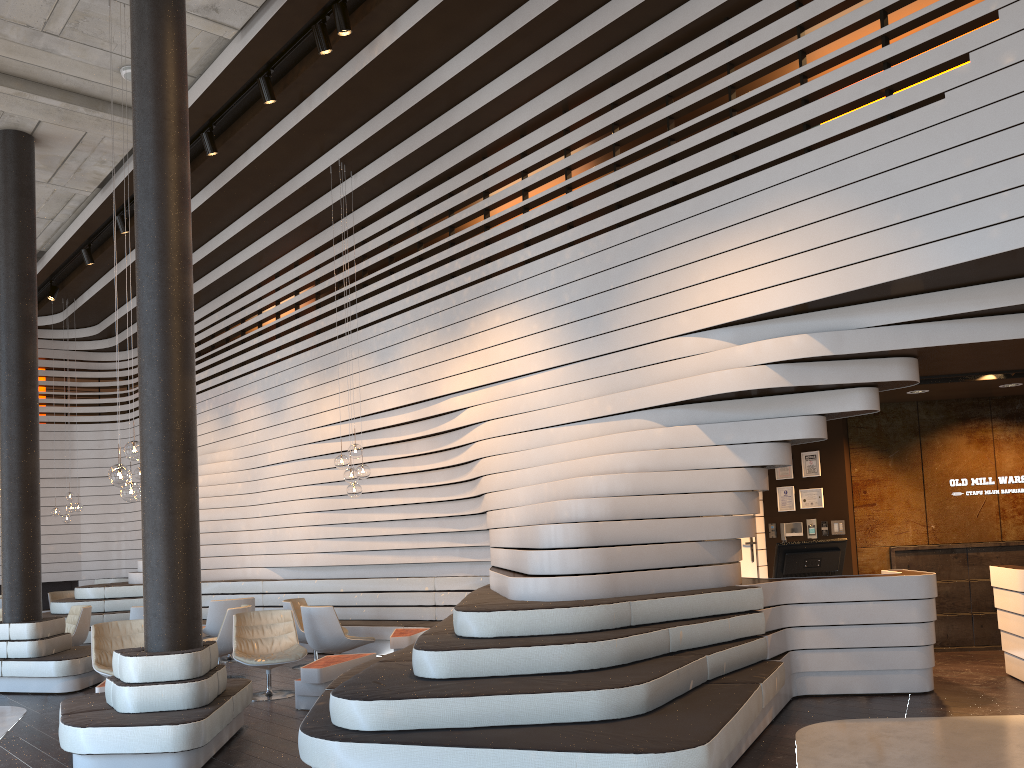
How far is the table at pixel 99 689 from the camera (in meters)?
6.56

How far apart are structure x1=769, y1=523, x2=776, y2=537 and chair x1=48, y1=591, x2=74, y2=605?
12.2 meters

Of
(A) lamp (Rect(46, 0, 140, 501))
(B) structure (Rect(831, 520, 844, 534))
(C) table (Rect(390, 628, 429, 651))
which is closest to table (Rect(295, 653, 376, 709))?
(C) table (Rect(390, 628, 429, 651))

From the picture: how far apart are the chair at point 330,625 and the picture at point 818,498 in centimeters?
468cm

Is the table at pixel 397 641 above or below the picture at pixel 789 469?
below

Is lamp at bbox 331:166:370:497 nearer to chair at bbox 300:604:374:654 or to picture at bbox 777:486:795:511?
chair at bbox 300:604:374:654

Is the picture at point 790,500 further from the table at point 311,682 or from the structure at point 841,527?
the table at point 311,682

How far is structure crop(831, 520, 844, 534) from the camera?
8.9m

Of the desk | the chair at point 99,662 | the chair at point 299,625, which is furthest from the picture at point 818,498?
the chair at point 99,662

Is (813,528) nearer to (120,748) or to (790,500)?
(790,500)
